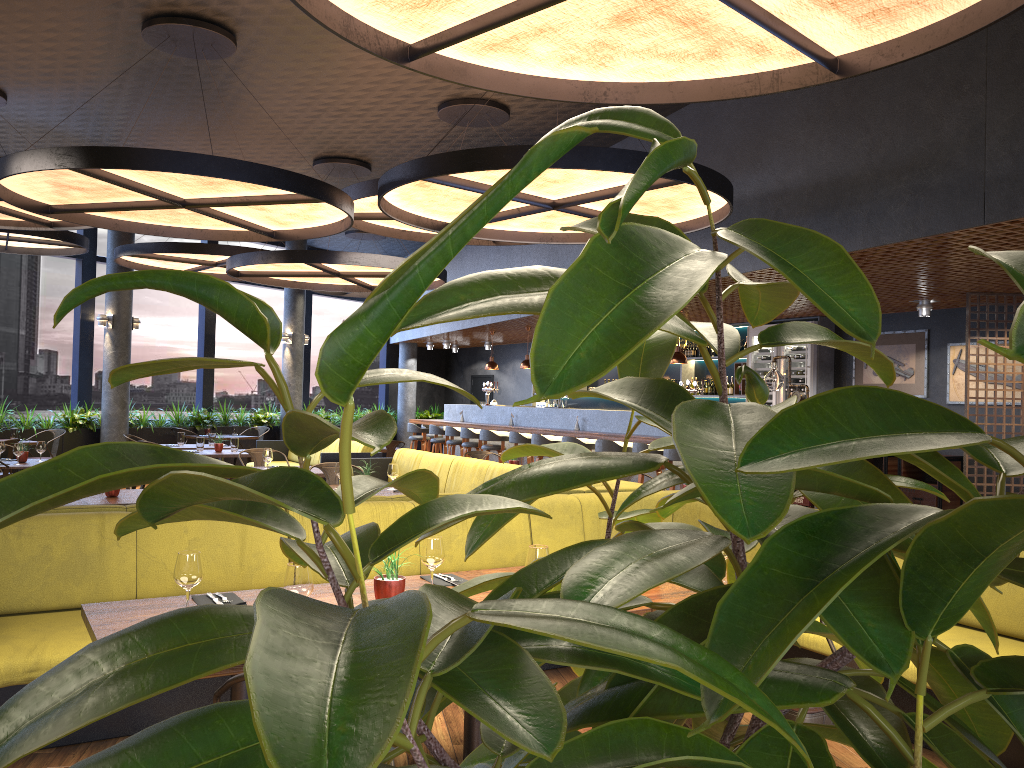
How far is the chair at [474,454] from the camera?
10.1 meters

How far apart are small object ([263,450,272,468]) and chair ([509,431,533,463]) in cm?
504

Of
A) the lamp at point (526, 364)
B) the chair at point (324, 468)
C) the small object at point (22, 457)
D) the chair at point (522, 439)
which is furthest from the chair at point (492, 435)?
the small object at point (22, 457)

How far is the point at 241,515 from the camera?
0.73m

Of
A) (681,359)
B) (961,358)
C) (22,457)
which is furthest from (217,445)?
(961,358)

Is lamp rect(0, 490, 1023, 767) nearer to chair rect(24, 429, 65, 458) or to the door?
chair rect(24, 429, 65, 458)

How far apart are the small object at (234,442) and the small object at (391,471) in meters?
4.7

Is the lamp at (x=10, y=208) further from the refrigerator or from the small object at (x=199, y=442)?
the refrigerator

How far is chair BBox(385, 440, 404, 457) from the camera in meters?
12.1

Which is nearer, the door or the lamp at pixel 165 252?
the lamp at pixel 165 252
